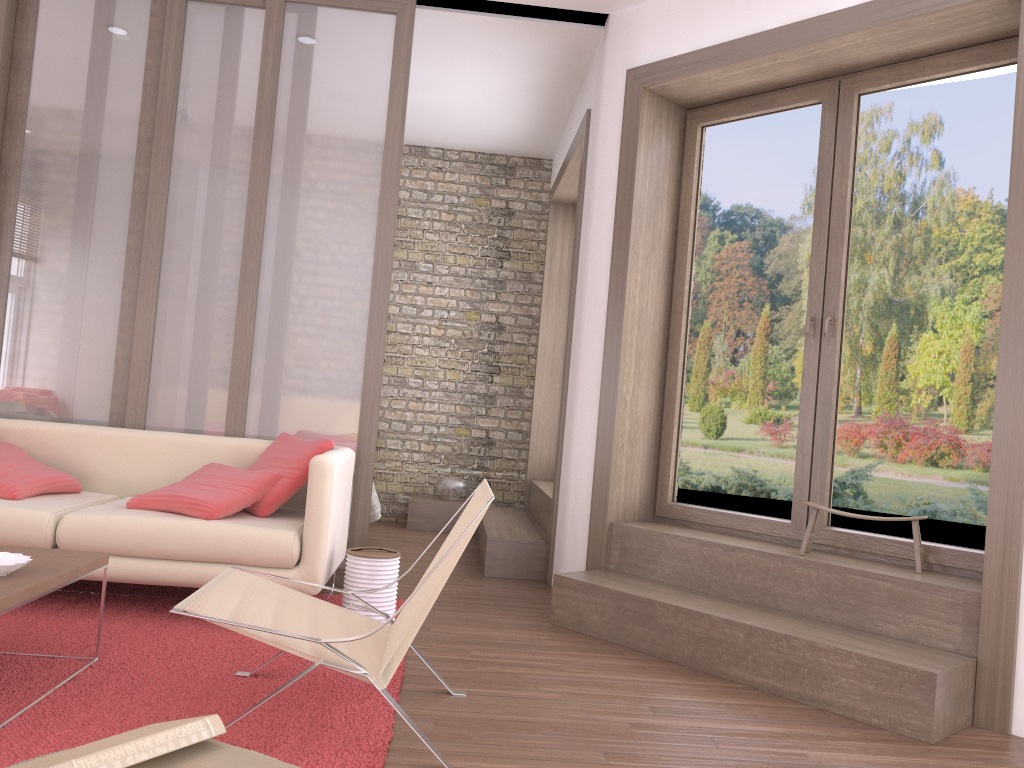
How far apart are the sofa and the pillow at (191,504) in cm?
3

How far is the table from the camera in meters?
2.5

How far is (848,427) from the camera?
4.1 meters

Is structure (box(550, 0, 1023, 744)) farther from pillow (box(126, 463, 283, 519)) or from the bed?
the bed

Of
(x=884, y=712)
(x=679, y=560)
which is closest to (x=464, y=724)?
(x=884, y=712)

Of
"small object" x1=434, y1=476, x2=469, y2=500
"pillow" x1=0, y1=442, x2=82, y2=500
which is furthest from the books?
"small object" x1=434, y1=476, x2=469, y2=500

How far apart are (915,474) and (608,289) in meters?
1.7

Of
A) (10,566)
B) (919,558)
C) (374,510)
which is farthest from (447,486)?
(10,566)

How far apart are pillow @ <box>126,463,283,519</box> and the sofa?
0.0m

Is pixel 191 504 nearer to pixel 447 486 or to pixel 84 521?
pixel 84 521
